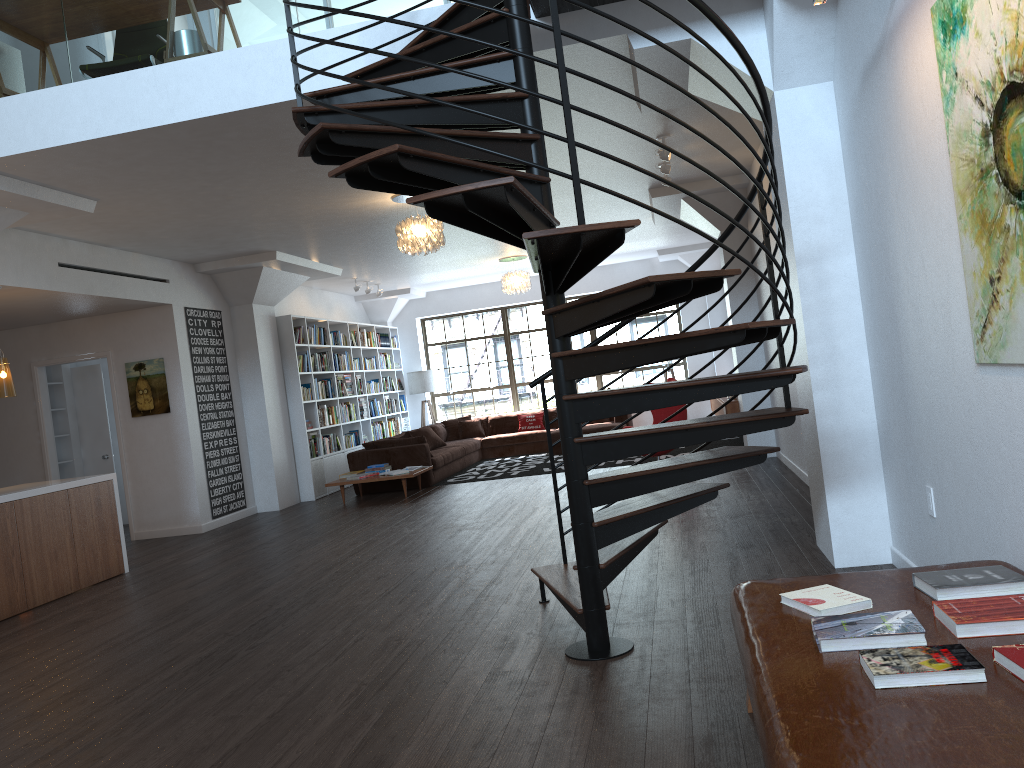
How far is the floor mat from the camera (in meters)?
11.51

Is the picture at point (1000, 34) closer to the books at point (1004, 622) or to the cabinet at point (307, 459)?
the books at point (1004, 622)

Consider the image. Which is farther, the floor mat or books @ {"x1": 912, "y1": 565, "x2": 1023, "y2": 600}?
the floor mat

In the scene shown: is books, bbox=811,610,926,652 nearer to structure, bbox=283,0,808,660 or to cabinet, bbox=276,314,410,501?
structure, bbox=283,0,808,660

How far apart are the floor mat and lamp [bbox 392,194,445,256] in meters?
4.0 m

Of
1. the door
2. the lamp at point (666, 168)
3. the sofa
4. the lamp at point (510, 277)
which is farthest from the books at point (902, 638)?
the lamp at point (510, 277)

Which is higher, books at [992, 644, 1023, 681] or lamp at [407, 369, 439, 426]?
lamp at [407, 369, 439, 426]

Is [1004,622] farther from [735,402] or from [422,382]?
[422,382]

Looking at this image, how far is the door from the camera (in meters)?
10.66

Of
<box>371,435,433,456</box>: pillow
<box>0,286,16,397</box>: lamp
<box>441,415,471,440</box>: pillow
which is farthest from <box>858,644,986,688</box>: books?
<box>441,415,471,440</box>: pillow
